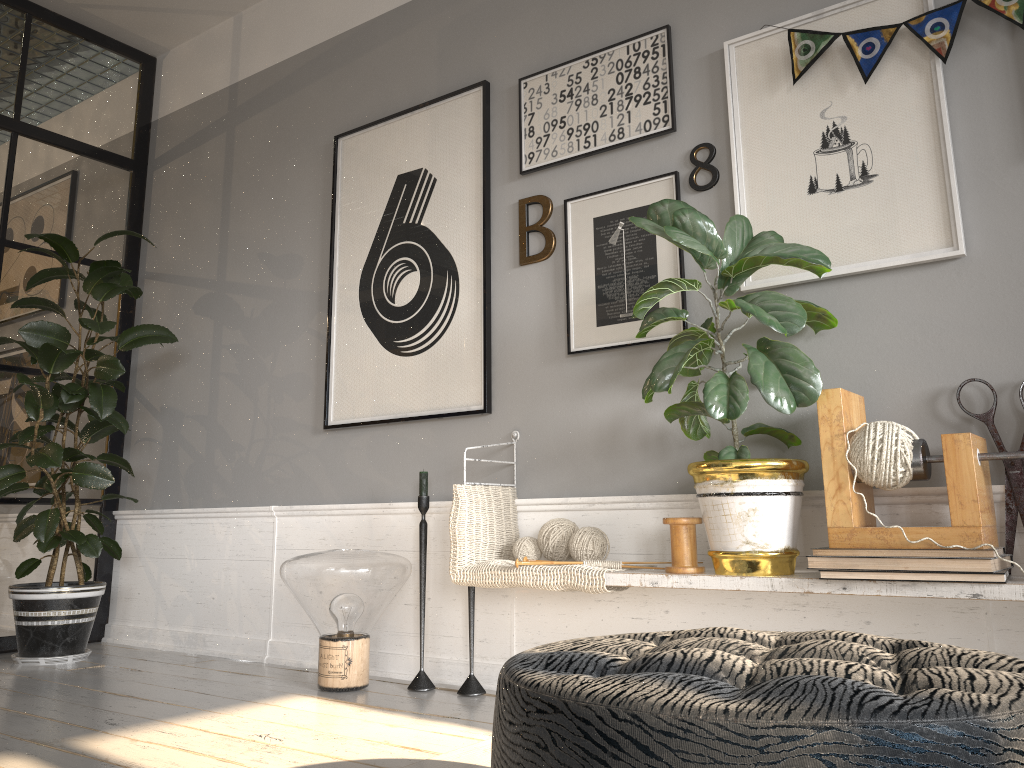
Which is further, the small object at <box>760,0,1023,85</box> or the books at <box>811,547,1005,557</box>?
the small object at <box>760,0,1023,85</box>

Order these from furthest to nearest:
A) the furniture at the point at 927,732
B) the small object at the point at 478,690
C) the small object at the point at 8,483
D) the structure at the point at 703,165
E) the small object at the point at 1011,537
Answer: the small object at the point at 8,483, the small object at the point at 478,690, the structure at the point at 703,165, the small object at the point at 1011,537, the furniture at the point at 927,732

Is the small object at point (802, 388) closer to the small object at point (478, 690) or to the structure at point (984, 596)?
the structure at point (984, 596)

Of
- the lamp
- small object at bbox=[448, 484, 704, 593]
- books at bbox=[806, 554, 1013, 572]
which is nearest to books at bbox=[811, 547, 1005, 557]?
books at bbox=[806, 554, 1013, 572]

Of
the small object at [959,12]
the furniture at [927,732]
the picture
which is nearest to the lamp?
the picture

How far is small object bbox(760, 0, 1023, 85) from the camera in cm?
225

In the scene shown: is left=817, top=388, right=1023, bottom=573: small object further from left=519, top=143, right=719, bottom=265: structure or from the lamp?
the lamp

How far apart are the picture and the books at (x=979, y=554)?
0.7 meters

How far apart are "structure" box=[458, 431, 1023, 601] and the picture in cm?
14

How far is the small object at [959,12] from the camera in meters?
2.3 m
